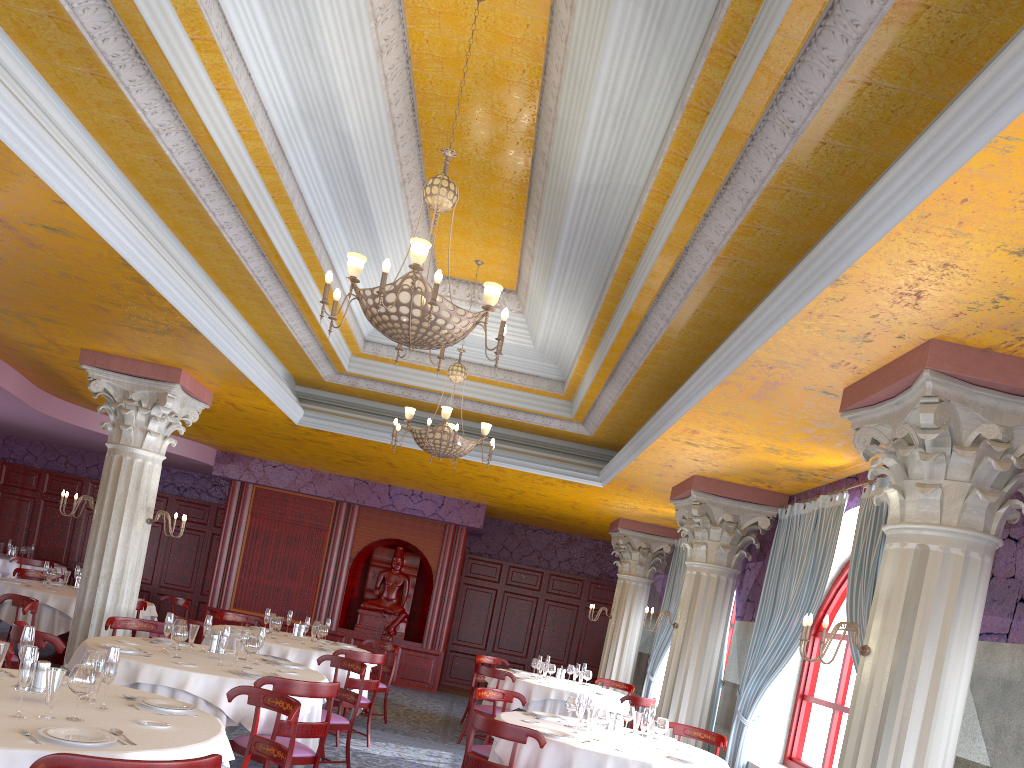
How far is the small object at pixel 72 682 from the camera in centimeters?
385cm

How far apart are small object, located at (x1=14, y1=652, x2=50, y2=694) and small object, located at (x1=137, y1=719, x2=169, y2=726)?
0.5m

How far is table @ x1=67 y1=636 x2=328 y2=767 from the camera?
6.03m

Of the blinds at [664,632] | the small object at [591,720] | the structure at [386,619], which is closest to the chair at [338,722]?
the small object at [591,720]

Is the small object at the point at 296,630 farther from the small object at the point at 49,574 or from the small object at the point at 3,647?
→ the small object at the point at 3,647

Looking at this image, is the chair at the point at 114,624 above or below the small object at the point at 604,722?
below

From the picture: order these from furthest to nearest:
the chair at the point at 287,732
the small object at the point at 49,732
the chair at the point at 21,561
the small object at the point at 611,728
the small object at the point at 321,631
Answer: the chair at the point at 21,561 → the small object at the point at 321,631 → the small object at the point at 611,728 → the chair at the point at 287,732 → the small object at the point at 49,732

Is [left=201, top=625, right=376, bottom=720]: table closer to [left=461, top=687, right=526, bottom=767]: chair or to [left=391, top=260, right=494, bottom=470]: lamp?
[left=461, top=687, right=526, bottom=767]: chair

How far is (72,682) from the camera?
3.9 meters

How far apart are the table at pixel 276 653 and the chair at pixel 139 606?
1.19m
